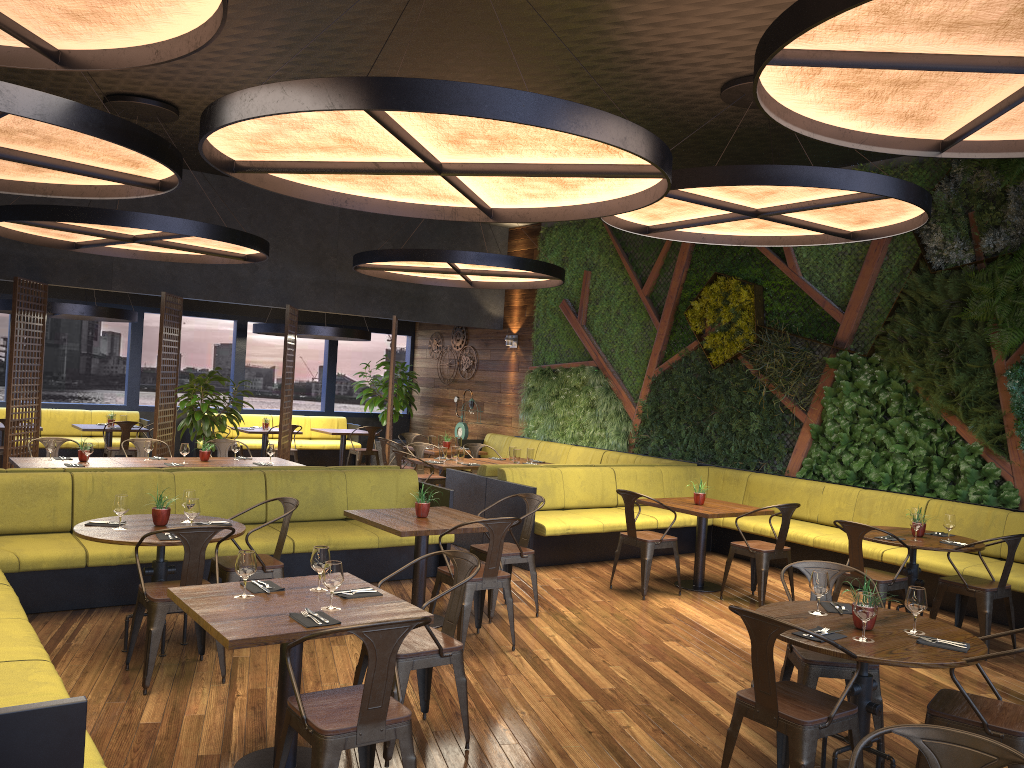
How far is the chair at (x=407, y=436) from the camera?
13.6m

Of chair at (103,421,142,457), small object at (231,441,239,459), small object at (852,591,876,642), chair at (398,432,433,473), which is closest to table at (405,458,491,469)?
small object at (231,441,239,459)

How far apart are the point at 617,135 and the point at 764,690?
2.67m

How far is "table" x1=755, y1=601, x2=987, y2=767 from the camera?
3.7 meters

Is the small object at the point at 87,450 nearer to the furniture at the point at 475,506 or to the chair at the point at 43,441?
the chair at the point at 43,441

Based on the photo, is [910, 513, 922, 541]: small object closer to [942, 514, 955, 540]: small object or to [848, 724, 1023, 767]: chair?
[942, 514, 955, 540]: small object

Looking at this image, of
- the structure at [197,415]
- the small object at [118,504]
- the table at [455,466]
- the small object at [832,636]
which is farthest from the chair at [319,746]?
the structure at [197,415]

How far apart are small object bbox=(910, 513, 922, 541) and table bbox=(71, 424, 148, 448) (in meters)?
10.76

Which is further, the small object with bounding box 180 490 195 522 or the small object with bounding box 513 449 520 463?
the small object with bounding box 513 449 520 463

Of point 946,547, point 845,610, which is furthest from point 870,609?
point 946,547
